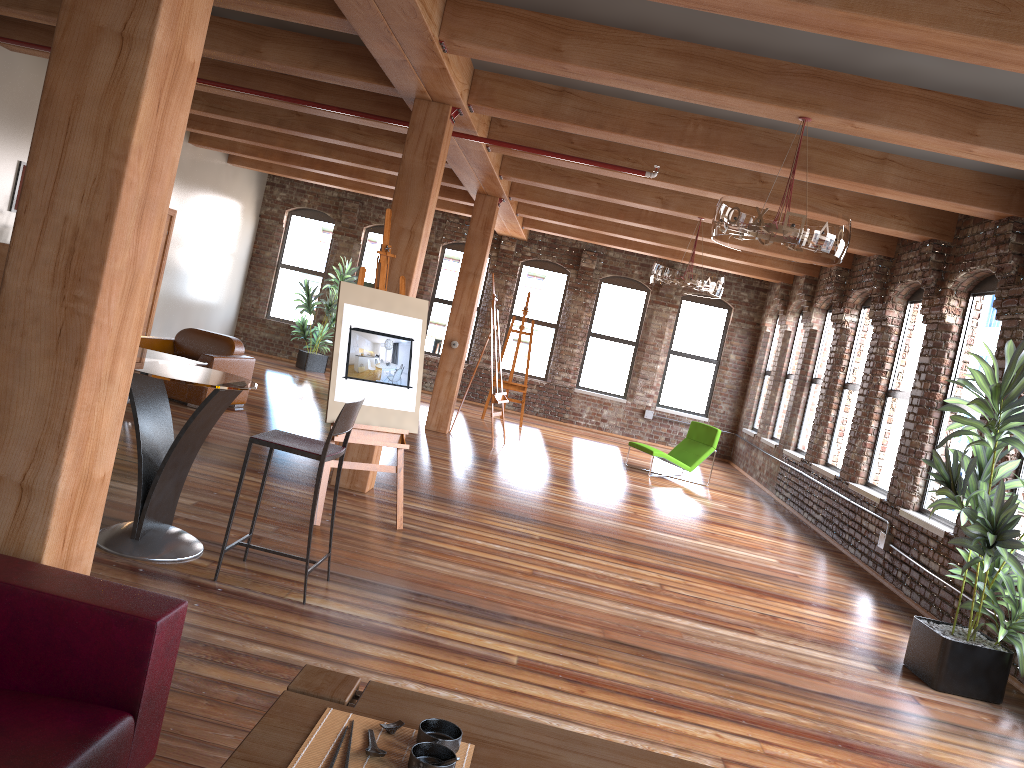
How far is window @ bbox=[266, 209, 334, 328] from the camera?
16.4 meters

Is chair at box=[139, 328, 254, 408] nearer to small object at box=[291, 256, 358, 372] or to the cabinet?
the cabinet

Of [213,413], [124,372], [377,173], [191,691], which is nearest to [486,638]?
[191,691]

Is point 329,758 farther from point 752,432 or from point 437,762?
point 752,432

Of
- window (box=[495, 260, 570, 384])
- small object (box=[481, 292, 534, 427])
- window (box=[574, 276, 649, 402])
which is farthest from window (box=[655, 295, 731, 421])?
small object (box=[481, 292, 534, 427])

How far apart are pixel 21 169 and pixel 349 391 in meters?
5.9 m

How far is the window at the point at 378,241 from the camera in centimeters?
1631cm

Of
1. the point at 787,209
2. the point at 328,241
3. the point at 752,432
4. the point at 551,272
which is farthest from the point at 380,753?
the point at 328,241

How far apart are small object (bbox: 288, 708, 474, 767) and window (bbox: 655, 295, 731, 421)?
14.16m

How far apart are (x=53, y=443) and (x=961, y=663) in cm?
493
